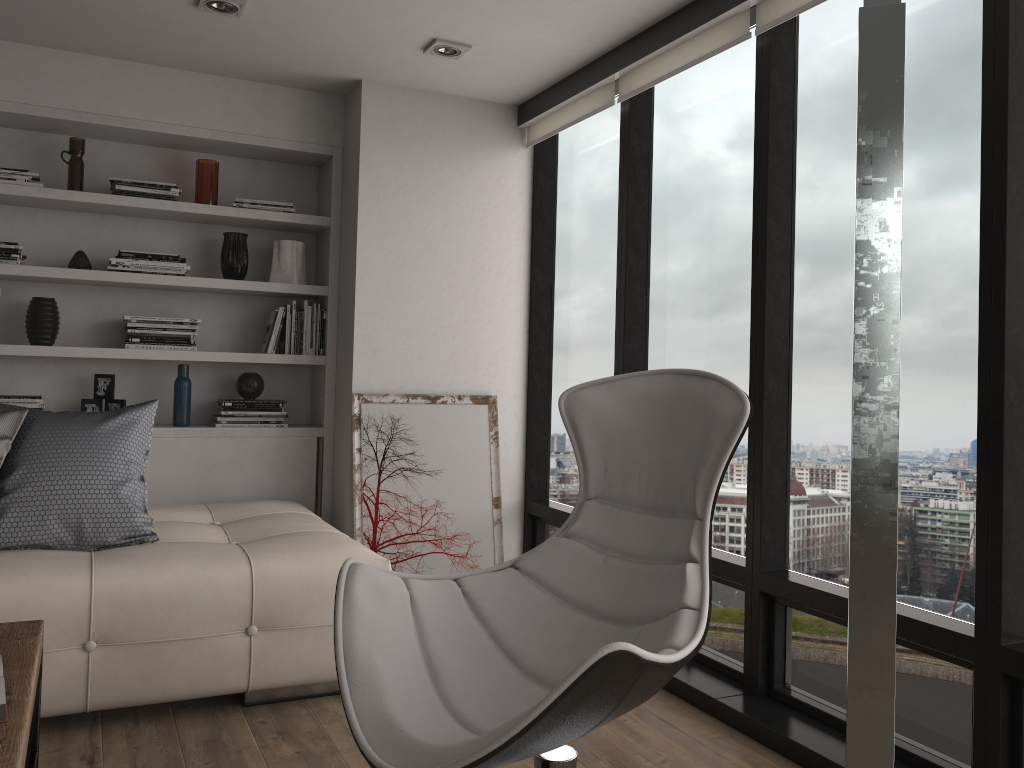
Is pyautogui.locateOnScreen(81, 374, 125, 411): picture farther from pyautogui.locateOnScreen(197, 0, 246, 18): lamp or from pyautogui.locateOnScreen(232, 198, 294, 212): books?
pyautogui.locateOnScreen(197, 0, 246, 18): lamp

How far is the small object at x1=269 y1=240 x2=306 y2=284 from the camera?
4.3m

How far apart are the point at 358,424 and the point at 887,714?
3.5 meters

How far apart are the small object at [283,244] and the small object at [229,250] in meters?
0.1

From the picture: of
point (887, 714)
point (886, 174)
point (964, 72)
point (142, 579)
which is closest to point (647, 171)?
point (964, 72)

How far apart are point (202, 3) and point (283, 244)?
1.3 meters

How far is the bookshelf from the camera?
3.86m

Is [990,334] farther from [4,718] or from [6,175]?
[6,175]

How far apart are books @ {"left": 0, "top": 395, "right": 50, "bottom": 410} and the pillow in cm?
79

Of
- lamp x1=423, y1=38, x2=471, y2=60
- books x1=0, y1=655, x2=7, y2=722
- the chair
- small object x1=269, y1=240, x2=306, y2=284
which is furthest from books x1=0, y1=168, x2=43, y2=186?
books x1=0, y1=655, x2=7, y2=722
